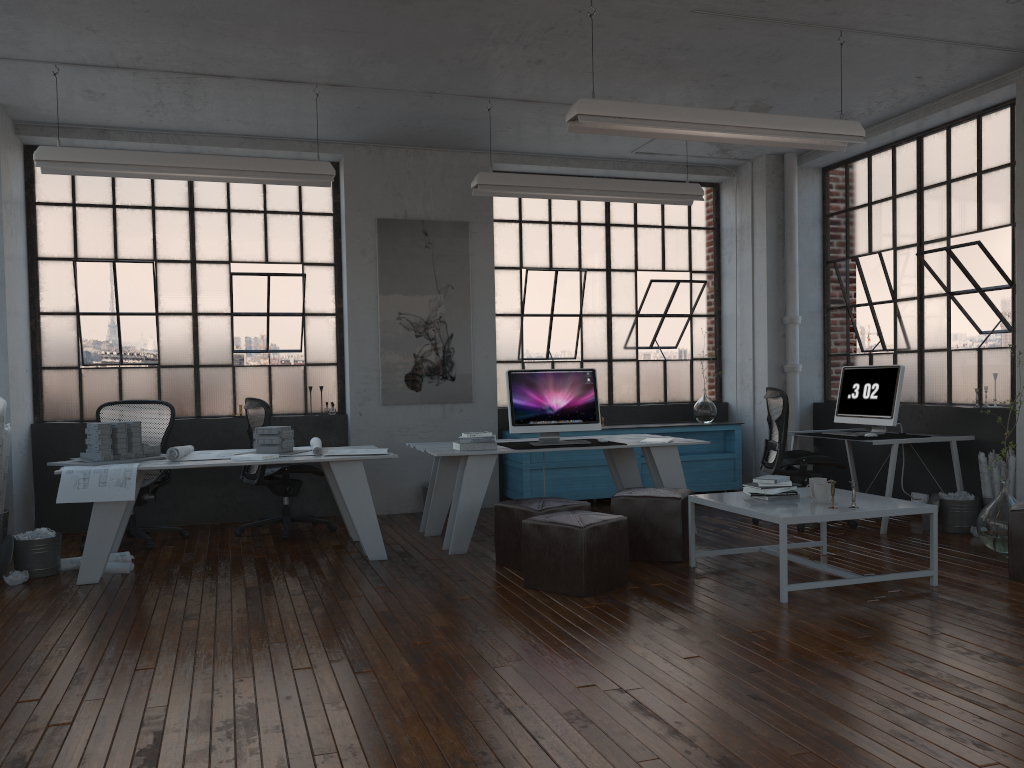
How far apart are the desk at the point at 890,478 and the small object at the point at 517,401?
2.2 meters

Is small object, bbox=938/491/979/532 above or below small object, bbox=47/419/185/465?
below

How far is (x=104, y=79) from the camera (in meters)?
6.03

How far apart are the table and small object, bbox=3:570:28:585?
4.0 meters

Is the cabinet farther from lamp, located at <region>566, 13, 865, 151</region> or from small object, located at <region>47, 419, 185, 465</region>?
lamp, located at <region>566, 13, 865, 151</region>

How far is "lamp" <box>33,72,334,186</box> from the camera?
5.7m

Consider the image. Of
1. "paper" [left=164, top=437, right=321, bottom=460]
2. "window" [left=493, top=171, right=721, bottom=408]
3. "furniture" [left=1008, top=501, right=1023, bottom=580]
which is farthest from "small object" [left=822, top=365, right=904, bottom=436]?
"paper" [left=164, top=437, right=321, bottom=460]

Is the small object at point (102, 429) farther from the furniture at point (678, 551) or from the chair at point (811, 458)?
the chair at point (811, 458)

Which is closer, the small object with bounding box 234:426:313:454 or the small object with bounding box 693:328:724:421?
the small object with bounding box 234:426:313:454

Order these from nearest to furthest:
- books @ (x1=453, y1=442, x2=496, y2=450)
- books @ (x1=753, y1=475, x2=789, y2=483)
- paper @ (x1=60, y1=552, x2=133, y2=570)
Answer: books @ (x1=753, y1=475, x2=789, y2=483), paper @ (x1=60, y1=552, x2=133, y2=570), books @ (x1=453, y1=442, x2=496, y2=450)
